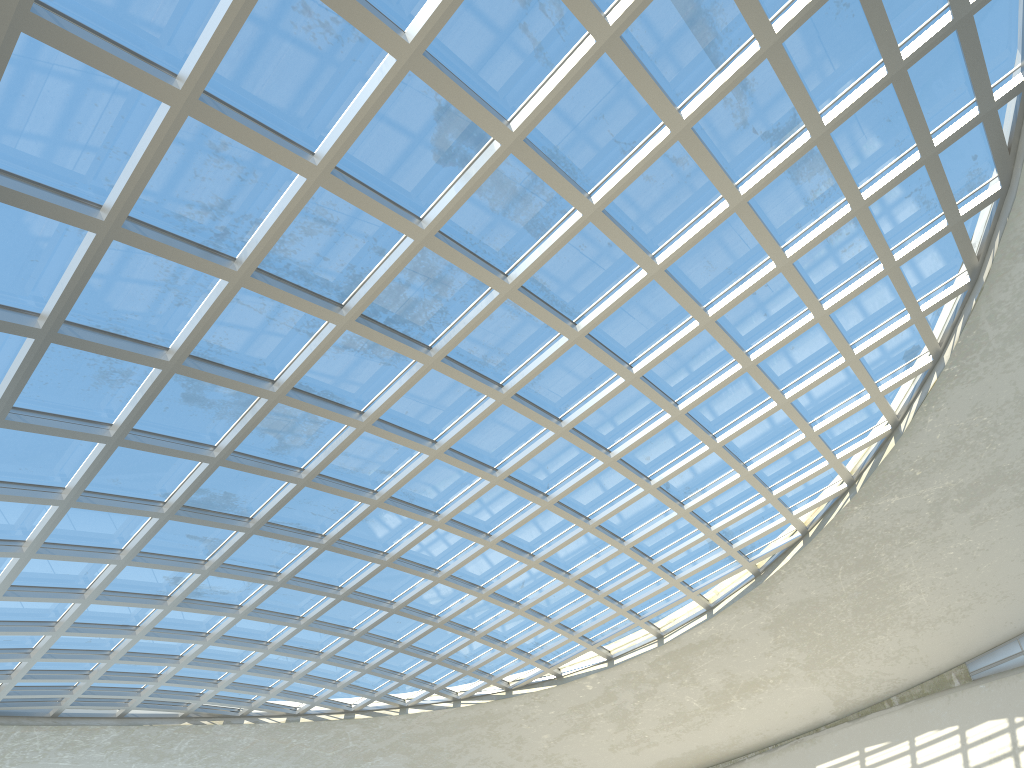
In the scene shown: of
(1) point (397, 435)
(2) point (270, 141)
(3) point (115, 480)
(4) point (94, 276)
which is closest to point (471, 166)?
(2) point (270, 141)
